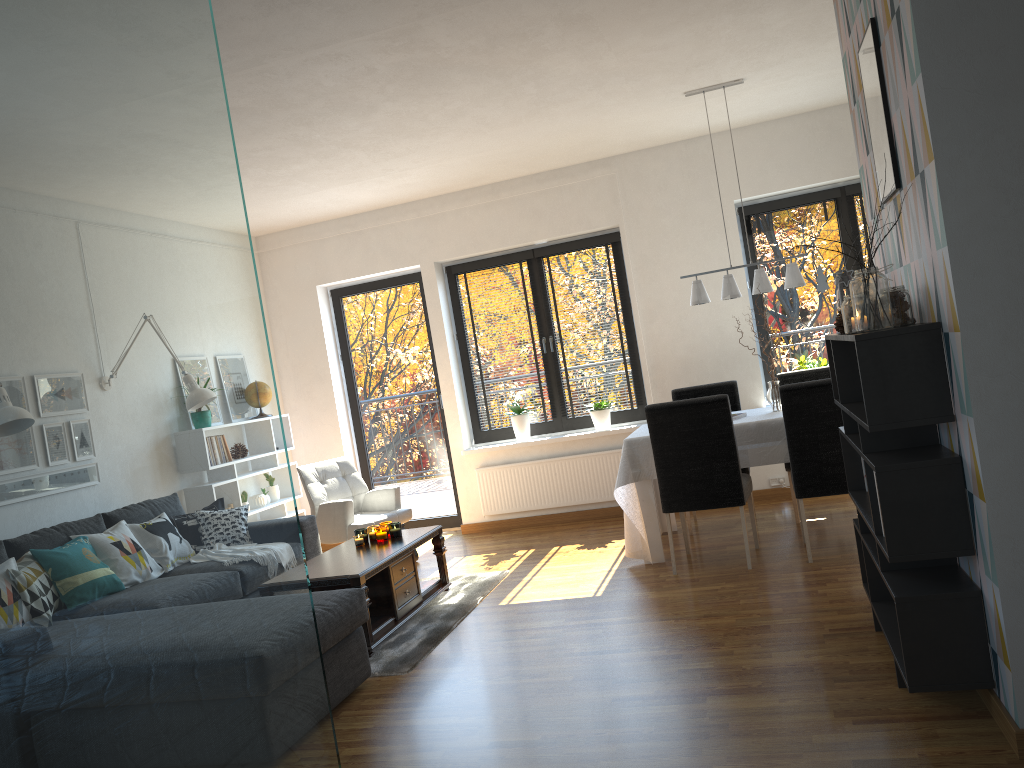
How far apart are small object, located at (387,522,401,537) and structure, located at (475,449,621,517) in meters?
2.1 m

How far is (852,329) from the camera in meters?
2.9

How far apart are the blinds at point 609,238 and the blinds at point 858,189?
1.76m

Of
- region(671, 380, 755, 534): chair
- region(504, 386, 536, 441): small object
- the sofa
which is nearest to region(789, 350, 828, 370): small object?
region(671, 380, 755, 534): chair

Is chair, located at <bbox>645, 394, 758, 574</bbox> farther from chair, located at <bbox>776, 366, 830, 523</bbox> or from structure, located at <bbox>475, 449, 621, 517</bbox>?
structure, located at <bbox>475, 449, 621, 517</bbox>

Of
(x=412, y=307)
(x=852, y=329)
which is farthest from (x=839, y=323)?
(x=412, y=307)

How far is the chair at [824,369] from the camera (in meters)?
6.01

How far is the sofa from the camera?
3.56m

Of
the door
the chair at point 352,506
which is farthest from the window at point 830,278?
the chair at point 352,506

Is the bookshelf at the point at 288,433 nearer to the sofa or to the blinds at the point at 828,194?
the sofa
